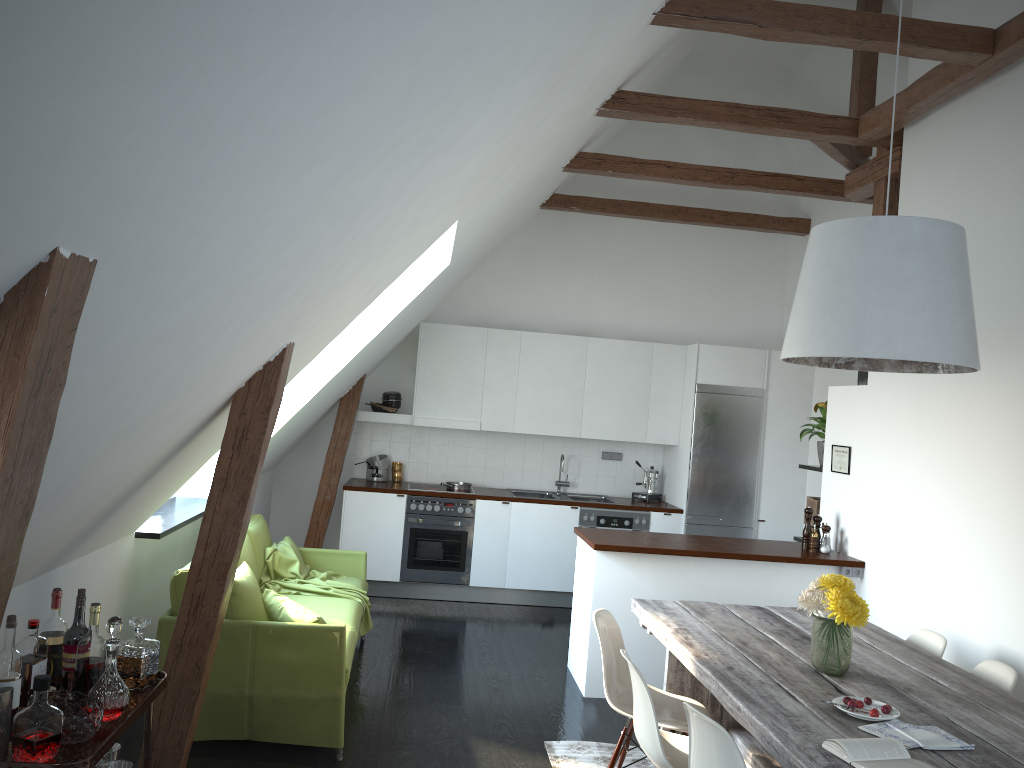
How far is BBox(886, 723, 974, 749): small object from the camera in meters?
2.6

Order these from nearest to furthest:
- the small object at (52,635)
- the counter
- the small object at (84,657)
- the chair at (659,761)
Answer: the small object at (84,657) → the small object at (52,635) → the chair at (659,761) → the counter

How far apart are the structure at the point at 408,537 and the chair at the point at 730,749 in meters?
4.6

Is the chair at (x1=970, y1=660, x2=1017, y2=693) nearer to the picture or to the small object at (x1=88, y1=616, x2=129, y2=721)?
the picture

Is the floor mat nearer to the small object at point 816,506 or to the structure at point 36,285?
the structure at point 36,285

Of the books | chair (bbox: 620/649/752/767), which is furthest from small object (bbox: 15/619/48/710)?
the books

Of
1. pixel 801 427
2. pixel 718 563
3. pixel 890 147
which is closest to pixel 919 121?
pixel 890 147

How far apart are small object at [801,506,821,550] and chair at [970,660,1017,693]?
2.01m

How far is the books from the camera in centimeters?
242cm

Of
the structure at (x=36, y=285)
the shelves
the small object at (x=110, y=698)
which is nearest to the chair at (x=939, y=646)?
the structure at (x=36, y=285)
